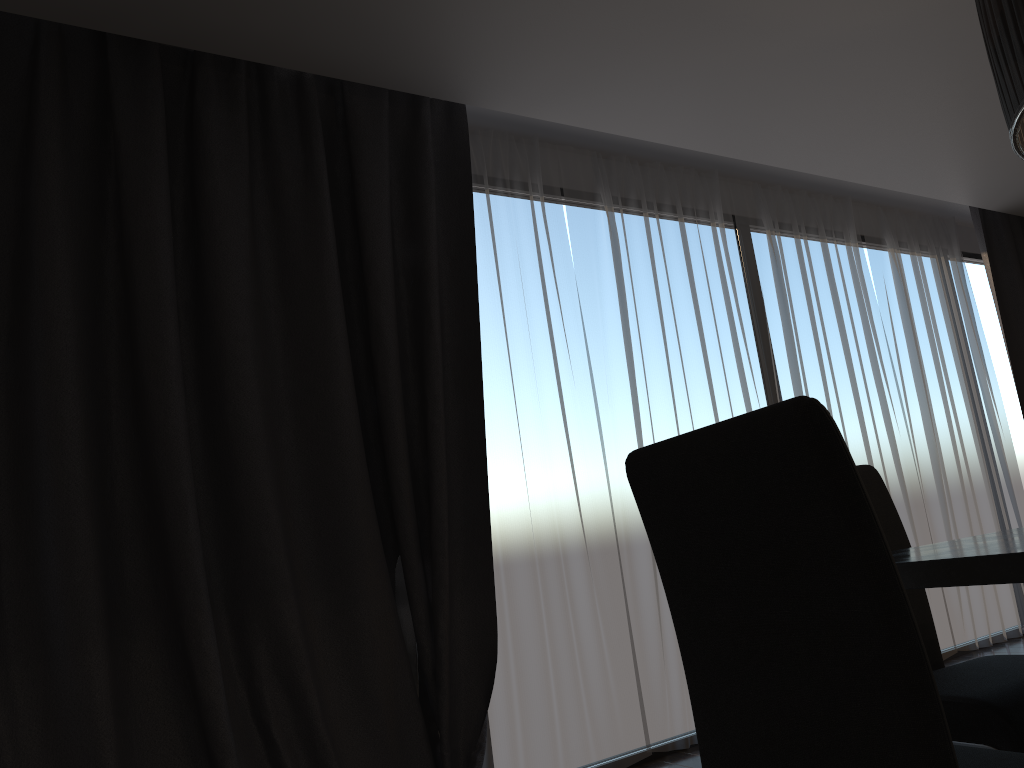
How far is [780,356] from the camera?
4.5m

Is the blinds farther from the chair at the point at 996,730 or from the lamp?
the lamp

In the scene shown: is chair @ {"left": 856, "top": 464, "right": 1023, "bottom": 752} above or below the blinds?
below

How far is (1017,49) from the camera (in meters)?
1.29

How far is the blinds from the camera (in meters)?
2.51

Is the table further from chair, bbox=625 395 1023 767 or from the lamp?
the lamp

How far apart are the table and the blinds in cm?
174

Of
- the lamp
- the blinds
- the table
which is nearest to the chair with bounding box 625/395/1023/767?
the table

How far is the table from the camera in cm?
114

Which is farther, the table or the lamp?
the lamp
